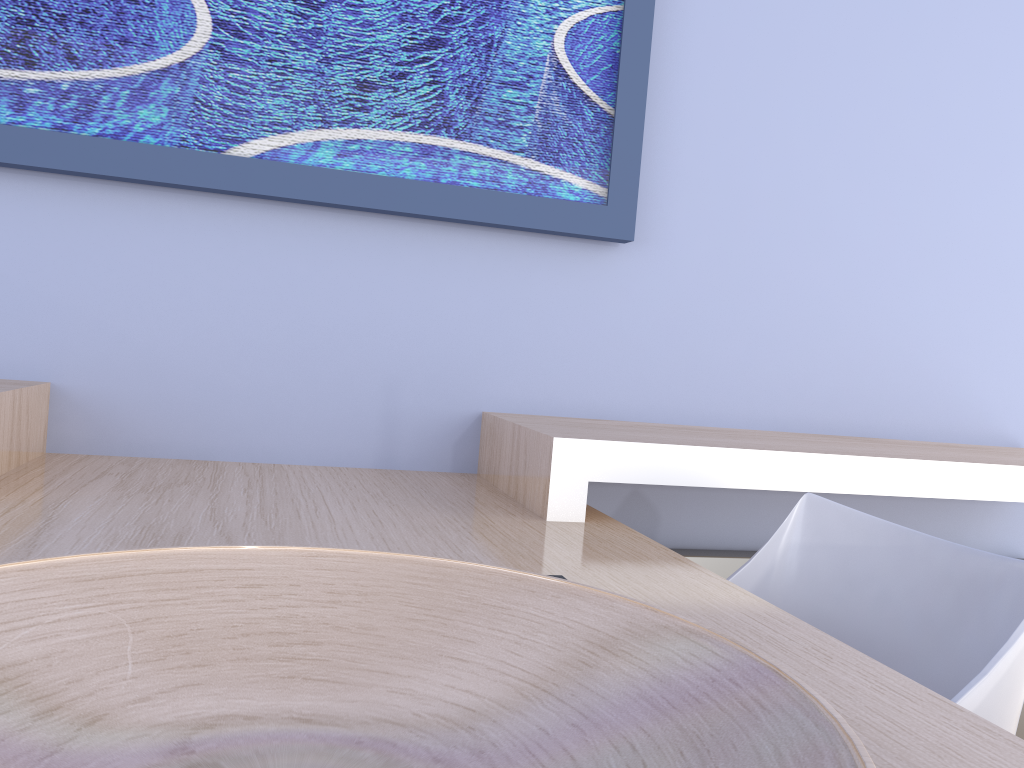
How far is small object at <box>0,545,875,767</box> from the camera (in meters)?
0.44

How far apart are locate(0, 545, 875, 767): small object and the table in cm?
15

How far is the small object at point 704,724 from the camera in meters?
0.4

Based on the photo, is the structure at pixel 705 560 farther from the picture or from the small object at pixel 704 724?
A: the small object at pixel 704 724

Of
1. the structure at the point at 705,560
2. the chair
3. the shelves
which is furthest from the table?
the structure at the point at 705,560

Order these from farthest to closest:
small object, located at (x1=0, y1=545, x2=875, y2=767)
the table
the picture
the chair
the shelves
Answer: the picture → the shelves → the chair → the table → small object, located at (x1=0, y1=545, x2=875, y2=767)

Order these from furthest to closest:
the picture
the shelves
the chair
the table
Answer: the picture
the shelves
the chair
the table

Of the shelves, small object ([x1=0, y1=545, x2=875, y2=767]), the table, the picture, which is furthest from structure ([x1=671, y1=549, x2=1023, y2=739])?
small object ([x1=0, y1=545, x2=875, y2=767])

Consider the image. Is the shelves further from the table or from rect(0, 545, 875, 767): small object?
rect(0, 545, 875, 767): small object

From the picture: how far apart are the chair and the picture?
0.7m
